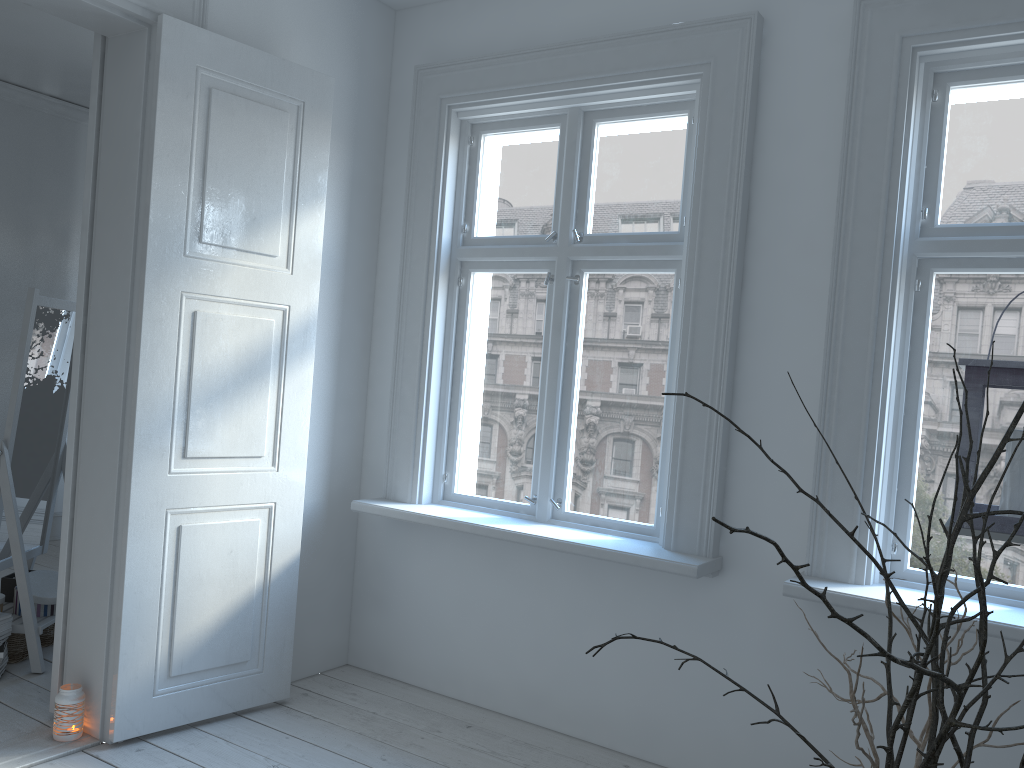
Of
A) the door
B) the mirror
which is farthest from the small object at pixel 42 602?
the door

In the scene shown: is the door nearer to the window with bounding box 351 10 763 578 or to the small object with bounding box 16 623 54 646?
the window with bounding box 351 10 763 578

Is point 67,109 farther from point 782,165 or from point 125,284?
point 782,165

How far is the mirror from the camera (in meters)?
3.42

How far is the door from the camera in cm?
285

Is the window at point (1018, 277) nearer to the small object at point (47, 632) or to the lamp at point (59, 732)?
the lamp at point (59, 732)

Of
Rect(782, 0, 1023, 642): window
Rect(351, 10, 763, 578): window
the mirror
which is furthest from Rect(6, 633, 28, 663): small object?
Rect(782, 0, 1023, 642): window

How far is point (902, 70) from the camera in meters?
2.6

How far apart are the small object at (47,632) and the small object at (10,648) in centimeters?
9cm

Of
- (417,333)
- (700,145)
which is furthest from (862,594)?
(417,333)
